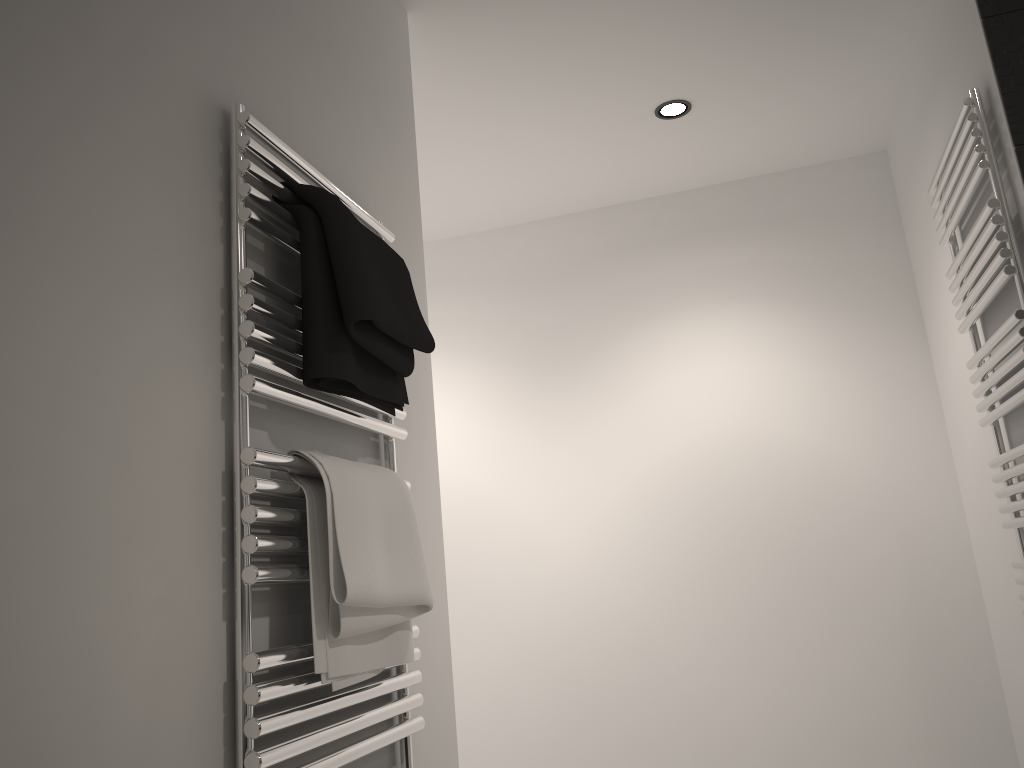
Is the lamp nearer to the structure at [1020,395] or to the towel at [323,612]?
the structure at [1020,395]

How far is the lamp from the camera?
2.51m

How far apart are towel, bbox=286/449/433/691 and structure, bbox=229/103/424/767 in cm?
1

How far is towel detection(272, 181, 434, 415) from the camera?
1.18m

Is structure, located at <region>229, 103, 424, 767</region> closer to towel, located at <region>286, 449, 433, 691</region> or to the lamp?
towel, located at <region>286, 449, 433, 691</region>

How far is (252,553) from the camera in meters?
1.0 m

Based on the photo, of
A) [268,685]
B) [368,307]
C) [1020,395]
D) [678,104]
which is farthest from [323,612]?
[678,104]

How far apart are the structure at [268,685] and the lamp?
1.2 meters

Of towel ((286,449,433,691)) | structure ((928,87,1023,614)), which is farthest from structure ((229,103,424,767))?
structure ((928,87,1023,614))

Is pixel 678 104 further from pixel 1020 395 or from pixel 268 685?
pixel 268 685
